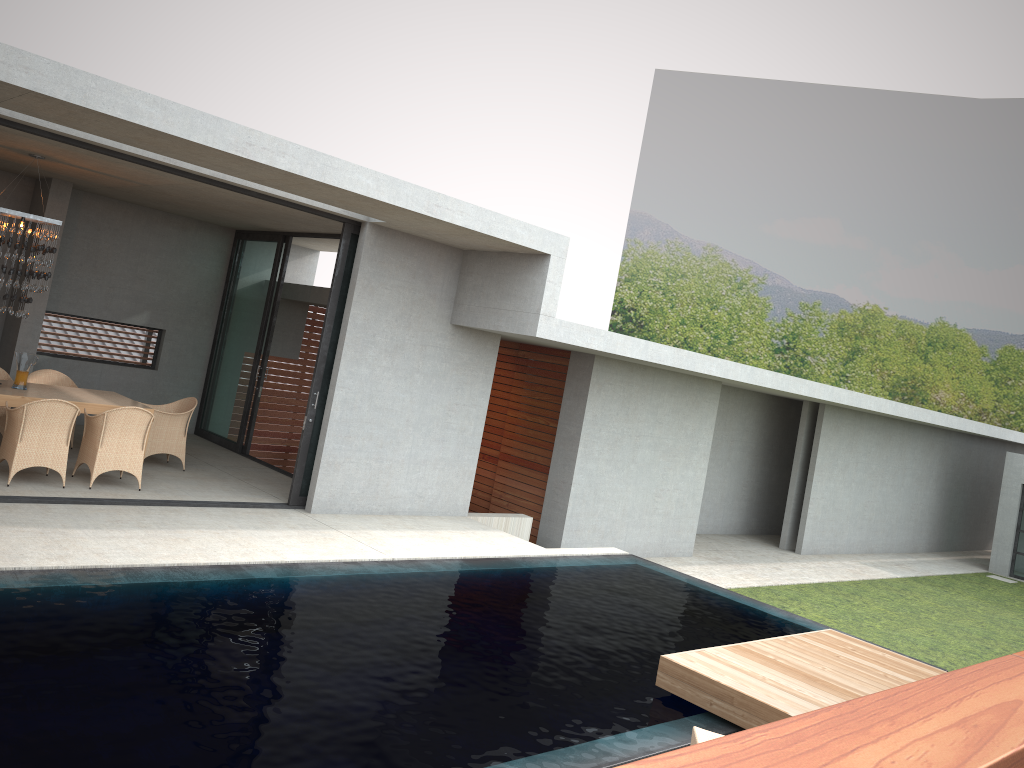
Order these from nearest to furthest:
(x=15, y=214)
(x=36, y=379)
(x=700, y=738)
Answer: (x=700, y=738) < (x=15, y=214) < (x=36, y=379)

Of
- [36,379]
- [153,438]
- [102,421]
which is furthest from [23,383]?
[102,421]

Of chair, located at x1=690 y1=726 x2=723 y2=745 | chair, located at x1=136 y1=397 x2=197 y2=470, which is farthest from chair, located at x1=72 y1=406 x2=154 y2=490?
chair, located at x1=690 y1=726 x2=723 y2=745

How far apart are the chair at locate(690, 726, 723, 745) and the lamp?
8.0 meters

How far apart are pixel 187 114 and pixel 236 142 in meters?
0.4 m

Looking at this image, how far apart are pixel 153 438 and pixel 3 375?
2.0 meters

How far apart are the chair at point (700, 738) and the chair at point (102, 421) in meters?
6.6 m

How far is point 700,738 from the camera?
4.7 meters

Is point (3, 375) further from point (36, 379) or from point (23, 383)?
point (23, 383)

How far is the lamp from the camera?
9.1 meters
